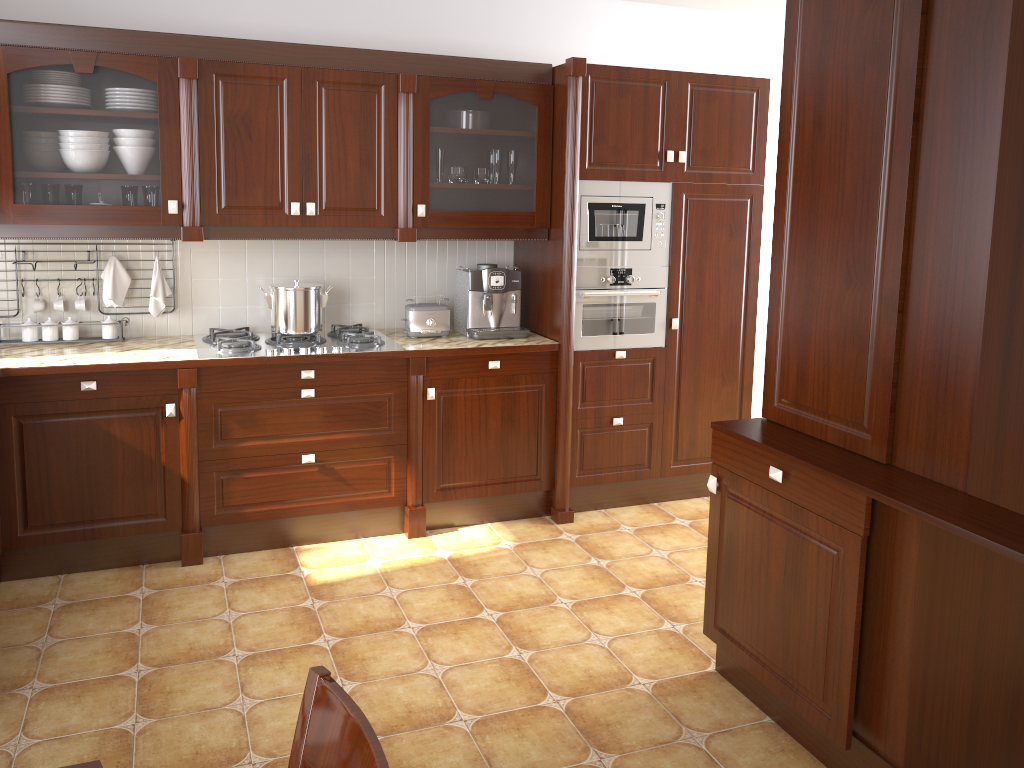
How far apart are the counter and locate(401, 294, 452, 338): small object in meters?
0.0

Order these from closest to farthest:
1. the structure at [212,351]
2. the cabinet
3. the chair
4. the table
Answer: the chair, the table, the cabinet, the structure at [212,351]

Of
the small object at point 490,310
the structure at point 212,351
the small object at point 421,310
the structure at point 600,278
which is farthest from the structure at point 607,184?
the structure at point 212,351

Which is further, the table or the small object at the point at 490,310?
the small object at the point at 490,310

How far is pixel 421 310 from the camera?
3.9 meters

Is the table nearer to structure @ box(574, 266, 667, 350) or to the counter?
the counter

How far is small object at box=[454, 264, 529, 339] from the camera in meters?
4.0

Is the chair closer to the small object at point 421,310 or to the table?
the table

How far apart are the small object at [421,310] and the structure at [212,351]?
0.1 meters

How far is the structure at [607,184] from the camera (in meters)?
3.88
